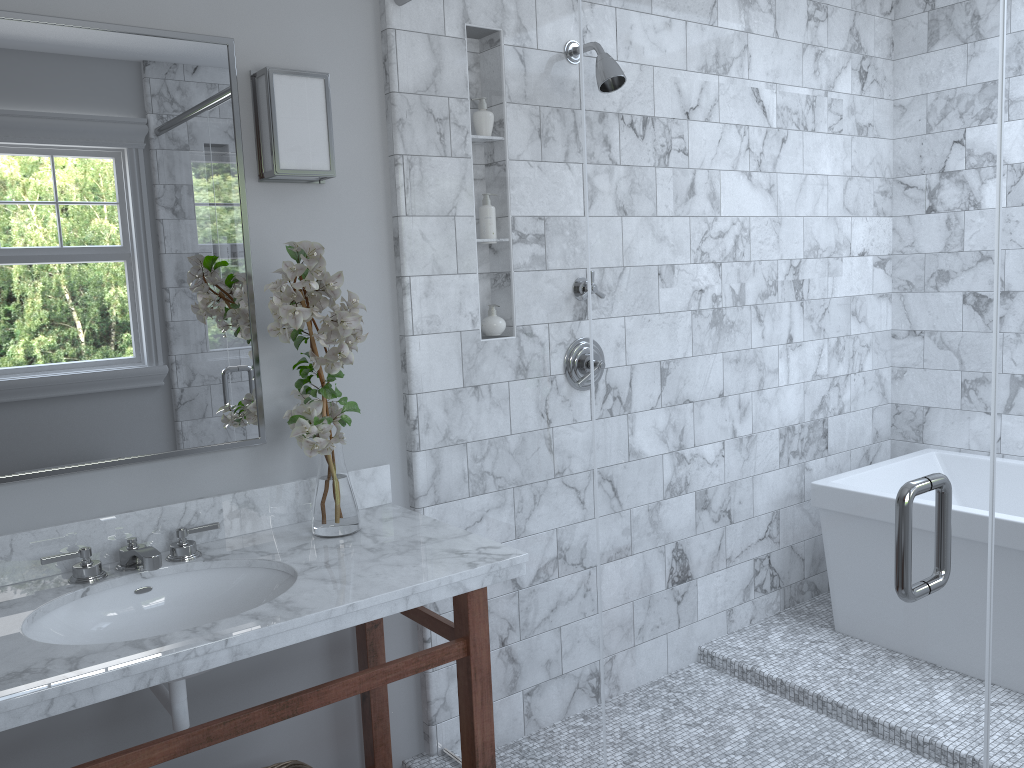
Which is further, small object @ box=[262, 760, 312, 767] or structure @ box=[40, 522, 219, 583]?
small object @ box=[262, 760, 312, 767]

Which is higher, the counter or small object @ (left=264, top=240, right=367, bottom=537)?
small object @ (left=264, top=240, right=367, bottom=537)

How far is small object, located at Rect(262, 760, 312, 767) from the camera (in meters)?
2.12

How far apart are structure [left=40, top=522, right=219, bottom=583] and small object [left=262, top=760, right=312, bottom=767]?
0.6m

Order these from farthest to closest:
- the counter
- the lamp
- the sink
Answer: the lamp < the sink < the counter

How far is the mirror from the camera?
1.9 meters

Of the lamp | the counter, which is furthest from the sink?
the lamp

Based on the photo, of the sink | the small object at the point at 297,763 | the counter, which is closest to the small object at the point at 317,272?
the counter

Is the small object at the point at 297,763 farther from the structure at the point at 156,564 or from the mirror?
the mirror

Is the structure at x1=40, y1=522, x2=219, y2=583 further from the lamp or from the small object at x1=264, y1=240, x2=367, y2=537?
the lamp
